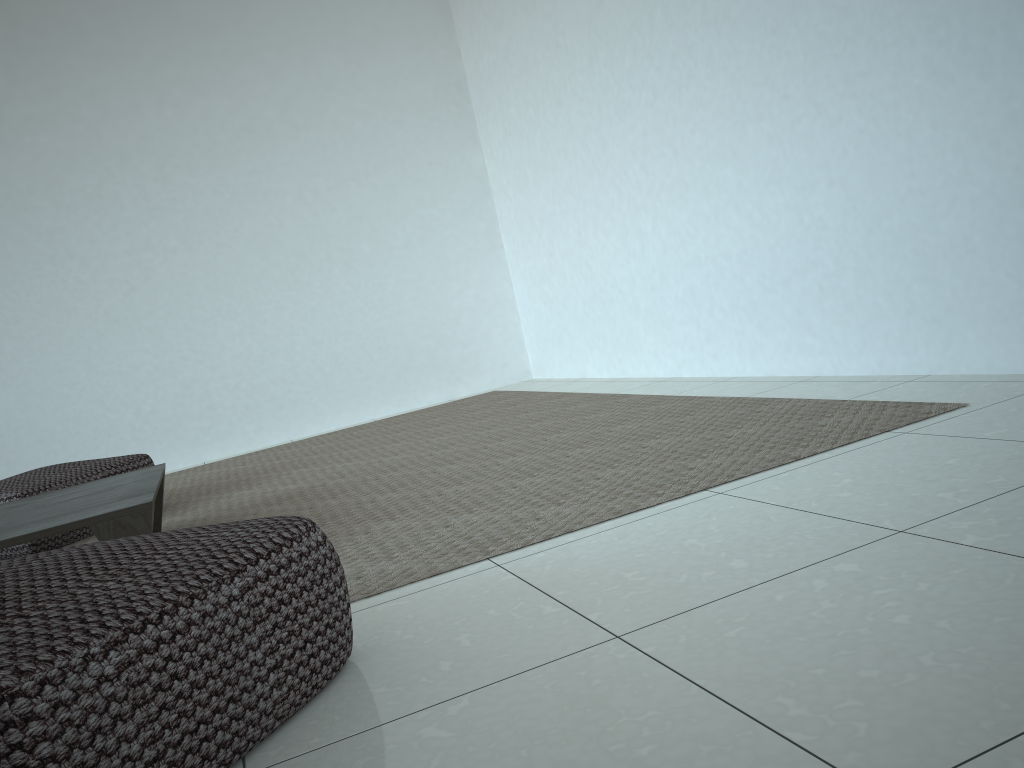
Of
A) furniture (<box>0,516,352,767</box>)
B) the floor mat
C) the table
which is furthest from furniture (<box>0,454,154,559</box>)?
furniture (<box>0,516,352,767</box>)

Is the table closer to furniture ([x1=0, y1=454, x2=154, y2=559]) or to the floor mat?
the floor mat

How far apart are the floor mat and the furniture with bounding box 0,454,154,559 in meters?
0.1 m

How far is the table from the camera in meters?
2.0 m

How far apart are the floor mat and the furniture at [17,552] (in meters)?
0.06

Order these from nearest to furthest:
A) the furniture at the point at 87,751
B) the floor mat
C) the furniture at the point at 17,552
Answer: the furniture at the point at 87,751 < the floor mat < the furniture at the point at 17,552

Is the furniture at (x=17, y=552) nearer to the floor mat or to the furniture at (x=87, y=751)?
the floor mat

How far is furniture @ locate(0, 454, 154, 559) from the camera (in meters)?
3.03

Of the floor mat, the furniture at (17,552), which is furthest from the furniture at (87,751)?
the furniture at (17,552)

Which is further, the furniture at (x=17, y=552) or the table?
the furniture at (x=17, y=552)
